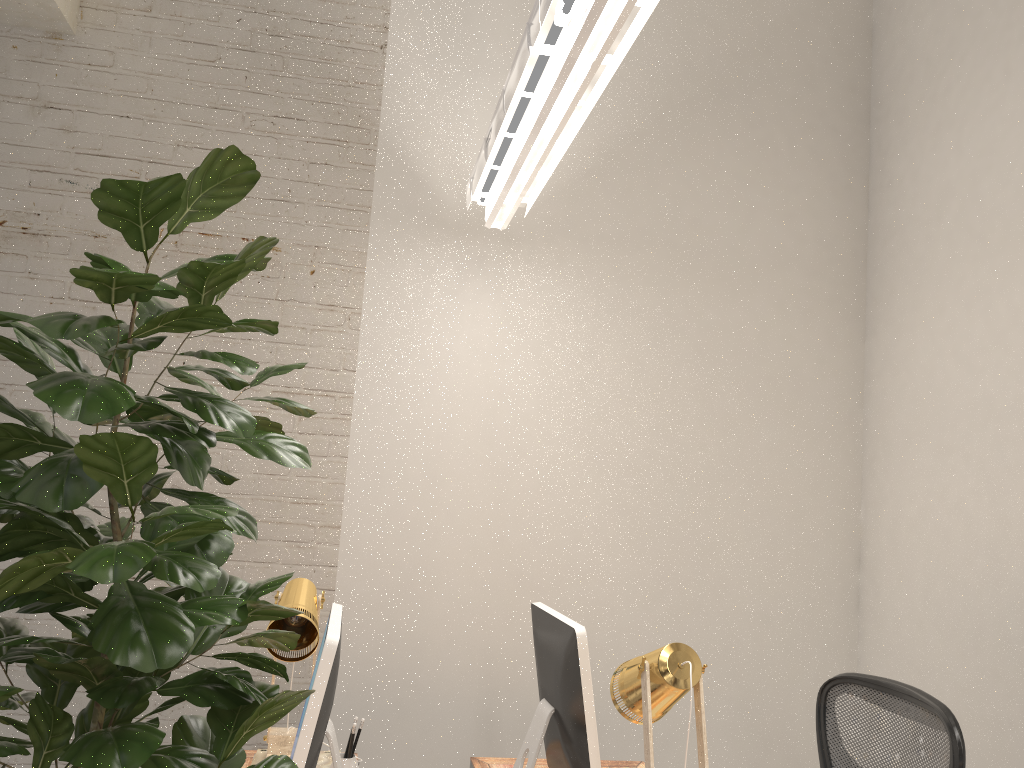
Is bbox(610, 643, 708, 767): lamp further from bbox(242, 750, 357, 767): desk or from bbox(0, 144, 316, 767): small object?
bbox(242, 750, 357, 767): desk

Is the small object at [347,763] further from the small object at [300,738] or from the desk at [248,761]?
the desk at [248,761]

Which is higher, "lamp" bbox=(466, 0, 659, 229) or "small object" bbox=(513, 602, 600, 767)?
"lamp" bbox=(466, 0, 659, 229)

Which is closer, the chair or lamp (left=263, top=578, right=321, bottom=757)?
the chair

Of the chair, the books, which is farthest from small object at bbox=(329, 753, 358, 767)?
the chair

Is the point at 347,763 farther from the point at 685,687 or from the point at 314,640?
the point at 685,687

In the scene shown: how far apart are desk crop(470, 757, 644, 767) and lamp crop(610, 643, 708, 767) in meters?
1.0

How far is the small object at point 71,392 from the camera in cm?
73

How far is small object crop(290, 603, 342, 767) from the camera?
1.49m

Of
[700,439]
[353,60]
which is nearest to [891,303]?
[700,439]
